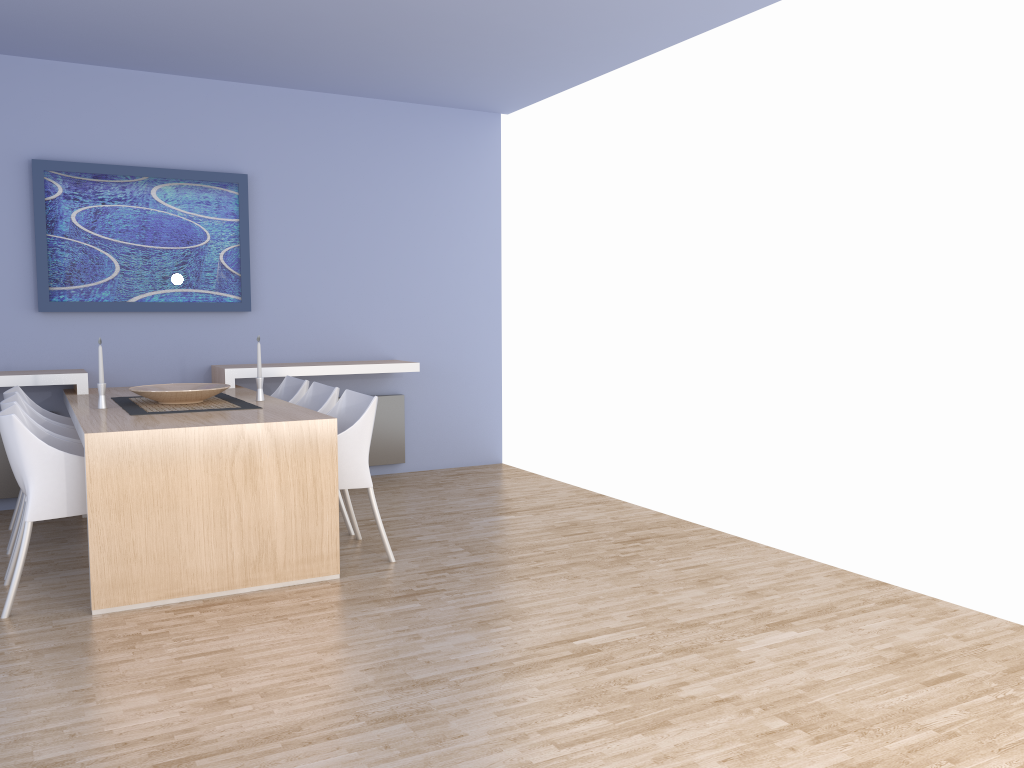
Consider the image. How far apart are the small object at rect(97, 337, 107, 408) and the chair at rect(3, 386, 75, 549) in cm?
57

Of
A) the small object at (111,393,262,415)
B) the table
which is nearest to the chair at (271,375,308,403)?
the table

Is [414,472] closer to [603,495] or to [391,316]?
[391,316]

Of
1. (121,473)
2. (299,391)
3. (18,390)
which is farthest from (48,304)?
(121,473)

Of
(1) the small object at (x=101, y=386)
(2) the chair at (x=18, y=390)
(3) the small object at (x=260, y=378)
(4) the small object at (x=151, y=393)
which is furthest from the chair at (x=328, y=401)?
(2) the chair at (x=18, y=390)

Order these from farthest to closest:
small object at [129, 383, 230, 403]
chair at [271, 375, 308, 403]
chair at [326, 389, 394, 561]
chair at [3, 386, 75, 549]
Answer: chair at [271, 375, 308, 403] < chair at [3, 386, 75, 549] < small object at [129, 383, 230, 403] < chair at [326, 389, 394, 561]

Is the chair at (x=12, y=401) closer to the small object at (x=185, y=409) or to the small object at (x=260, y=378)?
the small object at (x=185, y=409)

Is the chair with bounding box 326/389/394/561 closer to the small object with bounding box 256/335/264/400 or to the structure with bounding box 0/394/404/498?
the small object with bounding box 256/335/264/400

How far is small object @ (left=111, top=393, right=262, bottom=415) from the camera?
4.3 meters

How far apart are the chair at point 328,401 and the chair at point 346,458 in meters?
0.2 m
